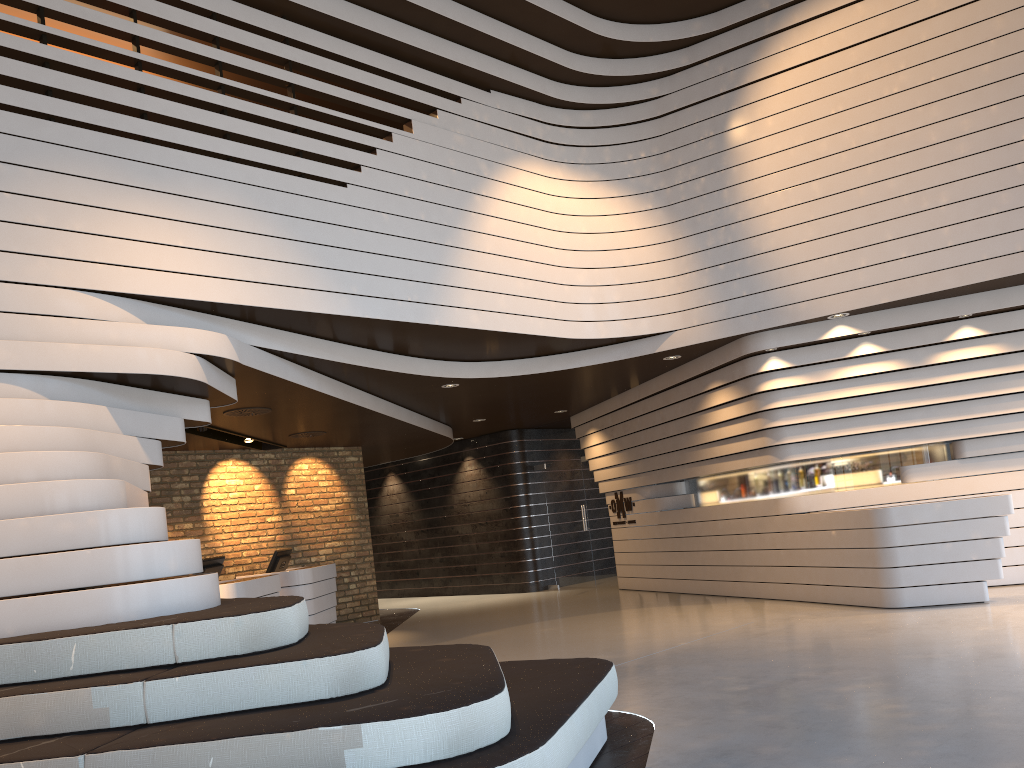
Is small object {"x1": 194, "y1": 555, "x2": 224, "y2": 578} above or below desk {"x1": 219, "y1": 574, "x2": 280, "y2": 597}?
above

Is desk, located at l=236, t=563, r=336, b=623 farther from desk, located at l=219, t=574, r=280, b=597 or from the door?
the door

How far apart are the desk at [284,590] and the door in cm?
439

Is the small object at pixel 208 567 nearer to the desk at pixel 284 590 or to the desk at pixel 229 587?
the desk at pixel 229 587

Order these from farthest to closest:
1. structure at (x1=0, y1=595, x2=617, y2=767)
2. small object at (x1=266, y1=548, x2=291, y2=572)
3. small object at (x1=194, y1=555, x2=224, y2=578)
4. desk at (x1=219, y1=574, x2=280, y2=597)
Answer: small object at (x1=266, y1=548, x2=291, y2=572), small object at (x1=194, y1=555, x2=224, y2=578), desk at (x1=219, y1=574, x2=280, y2=597), structure at (x1=0, y1=595, x2=617, y2=767)

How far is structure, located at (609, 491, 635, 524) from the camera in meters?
12.4 m

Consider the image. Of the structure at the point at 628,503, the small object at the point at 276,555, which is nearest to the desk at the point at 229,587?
the small object at the point at 276,555

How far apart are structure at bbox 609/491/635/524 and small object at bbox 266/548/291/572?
4.7 meters

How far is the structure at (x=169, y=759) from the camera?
2.85m

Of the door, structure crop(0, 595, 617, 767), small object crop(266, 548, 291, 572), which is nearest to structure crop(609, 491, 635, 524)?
the door
